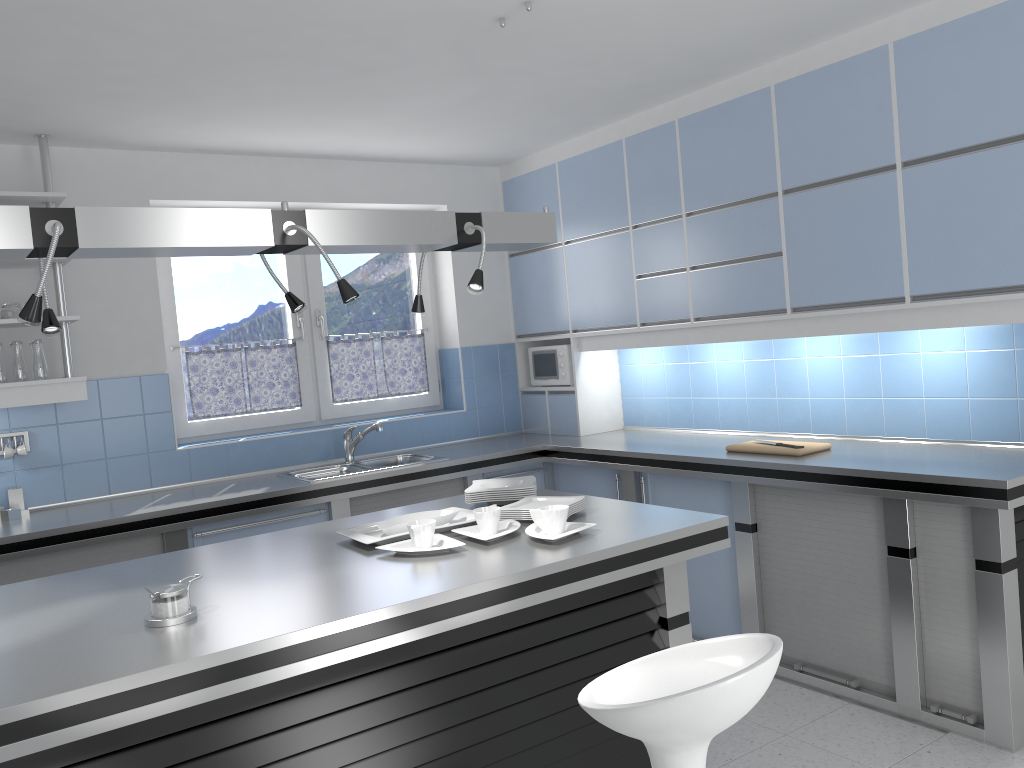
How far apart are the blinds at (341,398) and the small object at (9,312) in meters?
1.8 m

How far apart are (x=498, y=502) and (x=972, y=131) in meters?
2.2 m

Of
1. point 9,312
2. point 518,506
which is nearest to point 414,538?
point 518,506

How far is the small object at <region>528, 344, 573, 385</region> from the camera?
5.5m

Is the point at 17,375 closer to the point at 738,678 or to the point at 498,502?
the point at 498,502

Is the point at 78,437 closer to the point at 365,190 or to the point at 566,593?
the point at 365,190

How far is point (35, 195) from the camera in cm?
396

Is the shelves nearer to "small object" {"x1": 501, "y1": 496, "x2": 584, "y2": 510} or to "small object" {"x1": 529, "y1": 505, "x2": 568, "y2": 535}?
"small object" {"x1": 501, "y1": 496, "x2": 584, "y2": 510}

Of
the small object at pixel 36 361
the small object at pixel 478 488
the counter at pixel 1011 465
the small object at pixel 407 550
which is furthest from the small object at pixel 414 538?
the small object at pixel 36 361

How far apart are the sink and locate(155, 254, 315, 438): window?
0.4 meters
